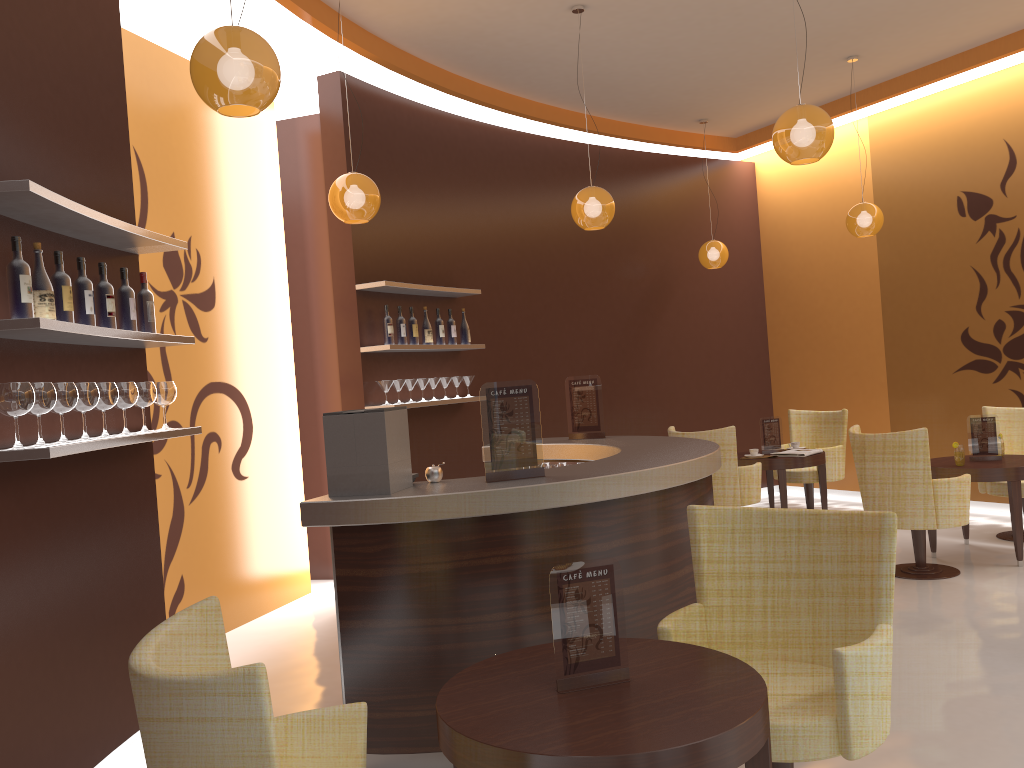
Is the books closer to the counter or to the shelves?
the counter

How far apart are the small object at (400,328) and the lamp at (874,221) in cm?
382

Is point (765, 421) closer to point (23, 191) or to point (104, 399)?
point (104, 399)

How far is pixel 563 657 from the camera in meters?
2.4

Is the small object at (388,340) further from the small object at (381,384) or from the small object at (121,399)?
the small object at (121,399)

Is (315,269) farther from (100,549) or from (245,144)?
(100,549)

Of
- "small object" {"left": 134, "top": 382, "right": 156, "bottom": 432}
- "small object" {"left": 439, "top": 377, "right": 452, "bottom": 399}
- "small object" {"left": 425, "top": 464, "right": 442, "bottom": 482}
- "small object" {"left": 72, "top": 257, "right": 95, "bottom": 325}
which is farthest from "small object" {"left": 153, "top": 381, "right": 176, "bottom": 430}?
Answer: "small object" {"left": 439, "top": 377, "right": 452, "bottom": 399}

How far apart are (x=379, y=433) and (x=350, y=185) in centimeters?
201cm

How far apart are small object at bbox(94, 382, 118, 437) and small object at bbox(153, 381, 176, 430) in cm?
46

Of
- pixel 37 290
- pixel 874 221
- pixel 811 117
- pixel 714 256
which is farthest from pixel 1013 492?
pixel 37 290
